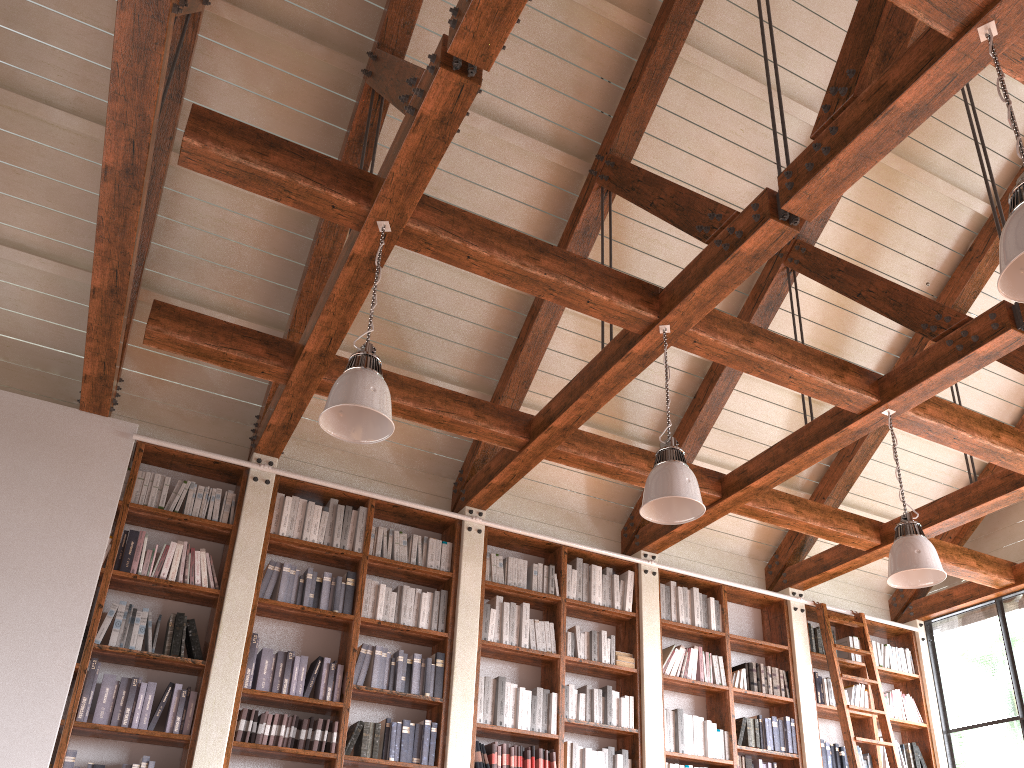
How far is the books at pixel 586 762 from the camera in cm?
572

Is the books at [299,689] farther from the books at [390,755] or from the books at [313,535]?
the books at [313,535]

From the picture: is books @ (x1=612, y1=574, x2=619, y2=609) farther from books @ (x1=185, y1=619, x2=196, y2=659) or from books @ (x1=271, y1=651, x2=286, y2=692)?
books @ (x1=185, y1=619, x2=196, y2=659)

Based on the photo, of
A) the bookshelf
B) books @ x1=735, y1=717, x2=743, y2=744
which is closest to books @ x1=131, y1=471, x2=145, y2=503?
the bookshelf

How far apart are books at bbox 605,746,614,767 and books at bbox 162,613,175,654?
2.9 meters

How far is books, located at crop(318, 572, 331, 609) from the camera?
5.5 meters

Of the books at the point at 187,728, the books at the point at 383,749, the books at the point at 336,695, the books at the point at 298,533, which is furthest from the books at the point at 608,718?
the books at the point at 187,728

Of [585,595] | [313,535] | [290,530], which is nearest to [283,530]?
[290,530]

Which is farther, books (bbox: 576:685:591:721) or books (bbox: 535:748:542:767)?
books (bbox: 576:685:591:721)

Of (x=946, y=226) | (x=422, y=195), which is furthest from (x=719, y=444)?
(x=422, y=195)
